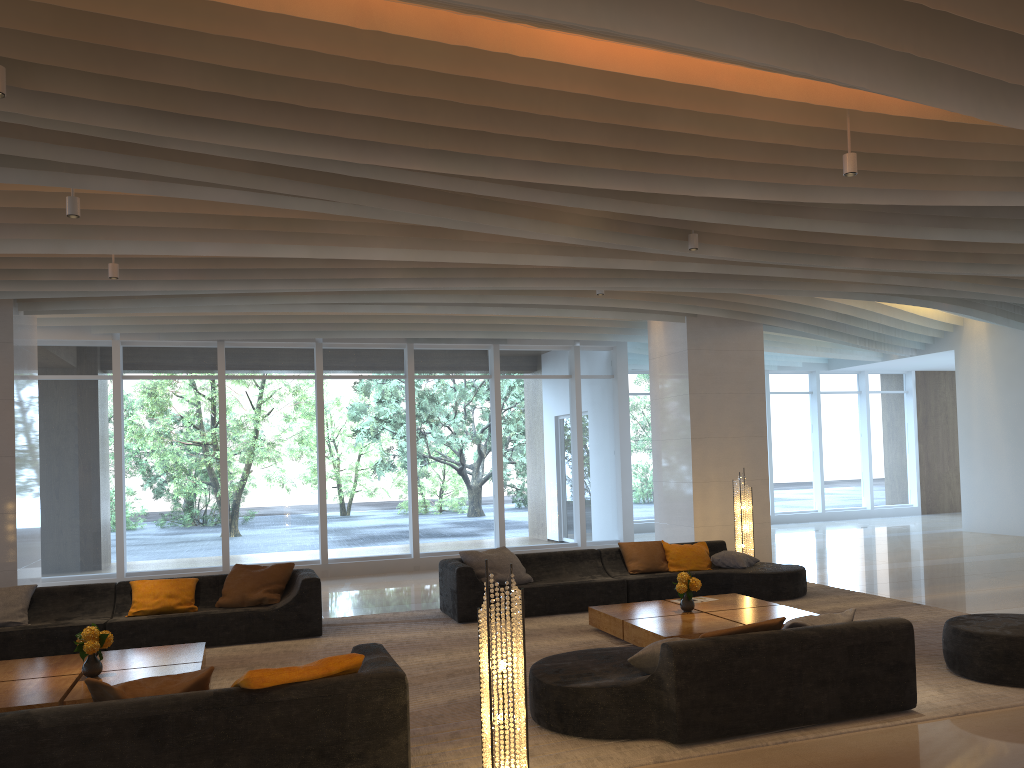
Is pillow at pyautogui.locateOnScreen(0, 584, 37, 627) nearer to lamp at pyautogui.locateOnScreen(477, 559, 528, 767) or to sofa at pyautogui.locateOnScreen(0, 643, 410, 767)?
sofa at pyautogui.locateOnScreen(0, 643, 410, 767)

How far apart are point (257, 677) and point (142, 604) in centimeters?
472cm

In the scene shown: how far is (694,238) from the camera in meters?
8.0 m

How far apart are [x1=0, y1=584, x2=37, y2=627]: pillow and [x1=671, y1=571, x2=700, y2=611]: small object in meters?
5.9

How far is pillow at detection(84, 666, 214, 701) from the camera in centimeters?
424cm

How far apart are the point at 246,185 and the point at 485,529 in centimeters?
901cm

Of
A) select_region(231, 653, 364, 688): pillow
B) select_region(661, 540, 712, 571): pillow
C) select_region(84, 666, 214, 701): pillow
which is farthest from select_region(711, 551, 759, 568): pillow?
select_region(84, 666, 214, 701): pillow

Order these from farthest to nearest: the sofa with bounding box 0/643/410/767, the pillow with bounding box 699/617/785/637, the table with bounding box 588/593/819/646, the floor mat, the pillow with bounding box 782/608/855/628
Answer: the table with bounding box 588/593/819/646, the pillow with bounding box 782/608/855/628, the pillow with bounding box 699/617/785/637, the floor mat, the sofa with bounding box 0/643/410/767

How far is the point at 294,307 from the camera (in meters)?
10.57

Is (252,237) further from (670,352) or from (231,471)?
(670,352)
